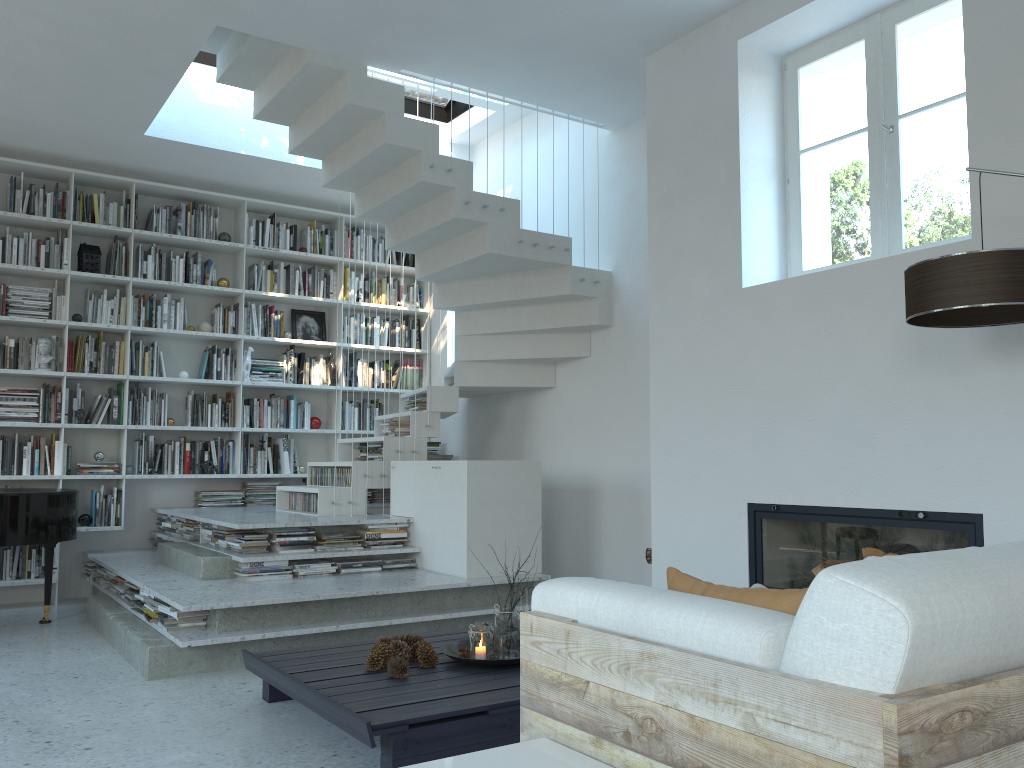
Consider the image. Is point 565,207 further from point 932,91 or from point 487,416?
point 932,91

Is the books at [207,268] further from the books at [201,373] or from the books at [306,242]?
the books at [306,242]

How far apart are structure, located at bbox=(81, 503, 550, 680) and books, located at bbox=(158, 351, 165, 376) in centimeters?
109cm

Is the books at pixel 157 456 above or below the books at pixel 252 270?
below

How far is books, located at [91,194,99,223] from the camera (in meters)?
6.61

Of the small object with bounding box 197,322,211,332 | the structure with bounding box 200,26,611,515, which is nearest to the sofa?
the structure with bounding box 200,26,611,515

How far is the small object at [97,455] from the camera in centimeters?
647cm

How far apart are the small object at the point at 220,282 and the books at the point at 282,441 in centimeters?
134cm

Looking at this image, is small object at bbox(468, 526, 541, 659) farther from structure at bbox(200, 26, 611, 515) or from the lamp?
structure at bbox(200, 26, 611, 515)

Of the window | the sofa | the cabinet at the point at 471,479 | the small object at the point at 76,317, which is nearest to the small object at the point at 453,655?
the cabinet at the point at 471,479
